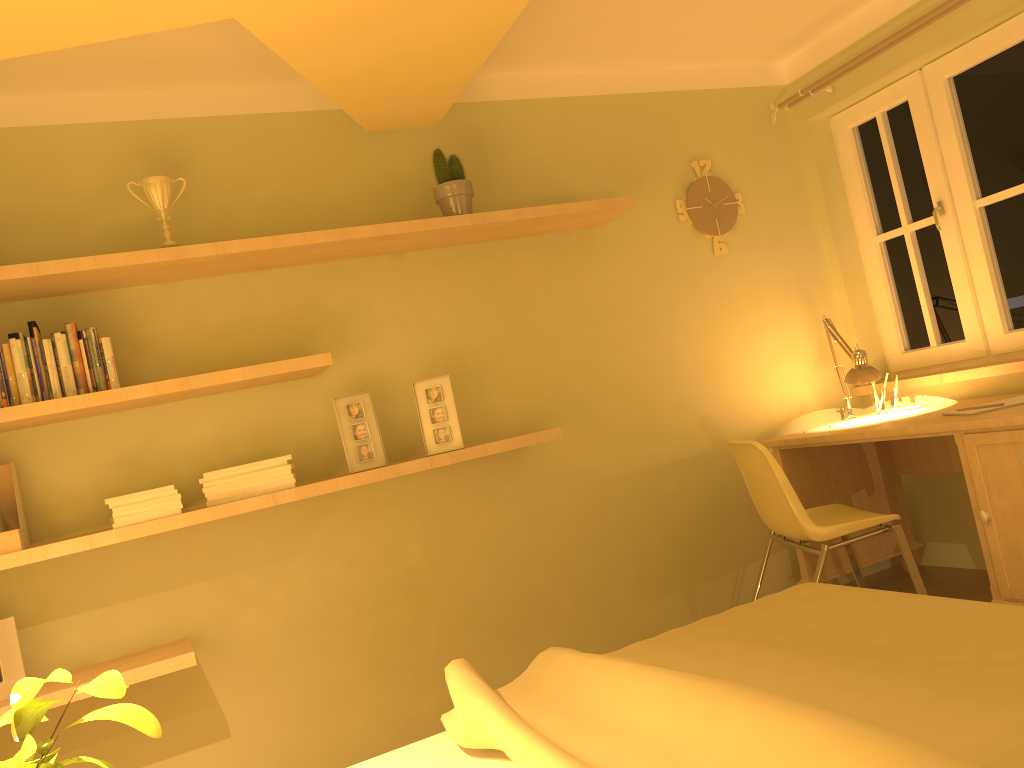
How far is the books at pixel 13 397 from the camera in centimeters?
256cm

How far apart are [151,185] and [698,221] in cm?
222

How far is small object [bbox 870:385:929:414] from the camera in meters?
3.7

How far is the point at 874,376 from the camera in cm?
351

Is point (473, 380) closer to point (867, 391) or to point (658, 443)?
point (658, 443)

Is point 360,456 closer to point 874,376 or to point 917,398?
point 874,376

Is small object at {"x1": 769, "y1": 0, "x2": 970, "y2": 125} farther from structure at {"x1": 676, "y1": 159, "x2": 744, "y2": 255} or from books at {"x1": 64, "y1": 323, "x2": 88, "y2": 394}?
books at {"x1": 64, "y1": 323, "x2": 88, "y2": 394}

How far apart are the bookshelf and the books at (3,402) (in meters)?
0.06

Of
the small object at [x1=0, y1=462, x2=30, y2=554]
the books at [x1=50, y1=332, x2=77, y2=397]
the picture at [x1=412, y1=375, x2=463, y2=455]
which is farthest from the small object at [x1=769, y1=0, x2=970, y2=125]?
the small object at [x1=0, y1=462, x2=30, y2=554]

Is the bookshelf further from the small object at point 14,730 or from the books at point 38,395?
the small object at point 14,730
